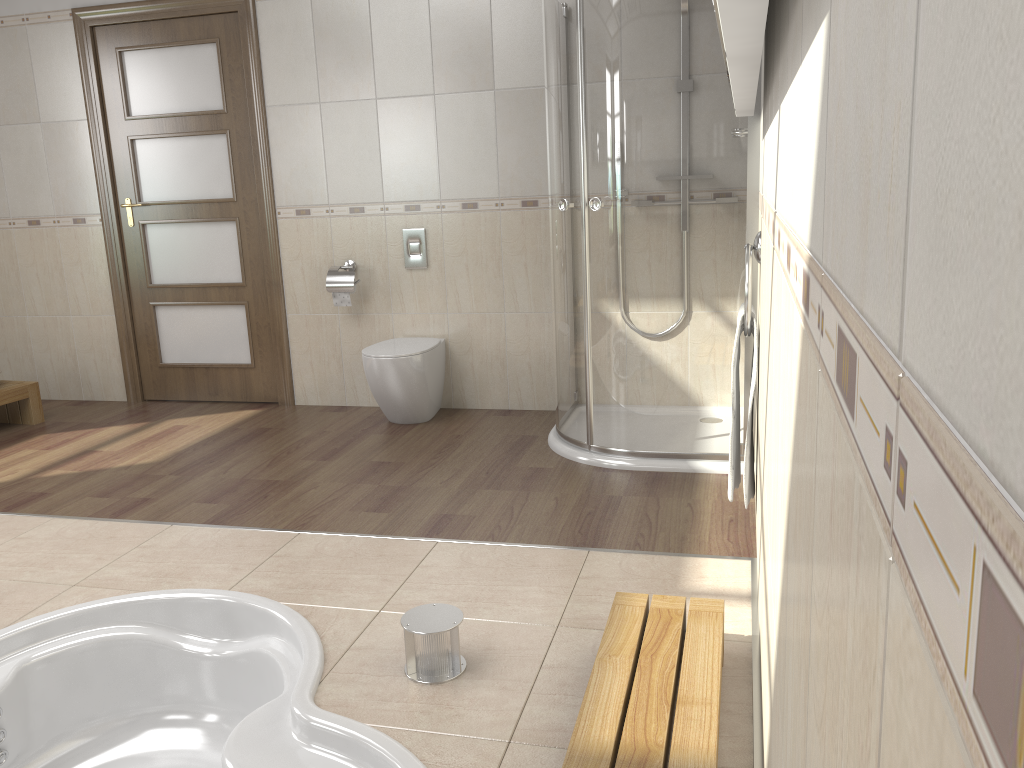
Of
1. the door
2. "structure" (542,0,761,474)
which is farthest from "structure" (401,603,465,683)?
the door

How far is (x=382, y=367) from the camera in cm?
414

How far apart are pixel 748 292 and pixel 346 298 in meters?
2.4

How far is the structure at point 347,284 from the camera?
4.47m

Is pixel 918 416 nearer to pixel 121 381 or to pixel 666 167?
pixel 666 167

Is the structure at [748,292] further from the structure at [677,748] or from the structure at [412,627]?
the structure at [412,627]

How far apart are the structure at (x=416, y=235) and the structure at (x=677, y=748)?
2.7m

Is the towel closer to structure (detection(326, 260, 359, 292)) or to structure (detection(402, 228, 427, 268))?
structure (detection(402, 228, 427, 268))

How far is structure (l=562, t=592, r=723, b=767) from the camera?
1.6 meters

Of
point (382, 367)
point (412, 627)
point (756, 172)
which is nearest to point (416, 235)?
point (382, 367)
